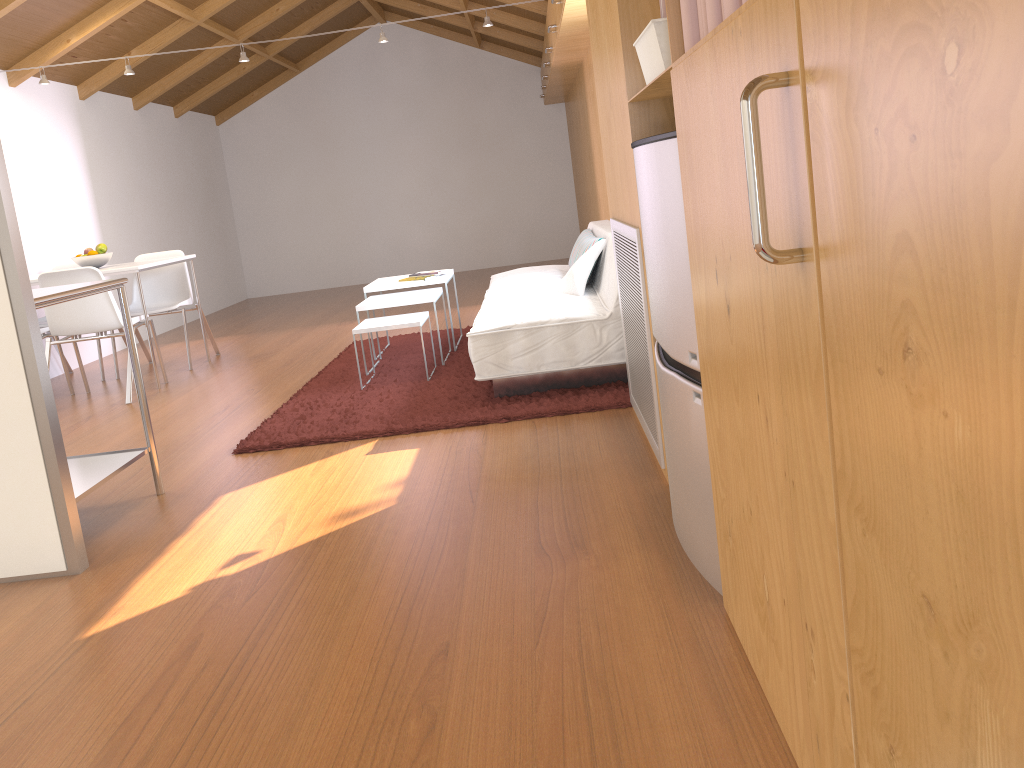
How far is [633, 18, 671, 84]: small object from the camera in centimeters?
185cm

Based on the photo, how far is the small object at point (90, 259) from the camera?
5.6m

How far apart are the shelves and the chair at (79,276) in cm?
195

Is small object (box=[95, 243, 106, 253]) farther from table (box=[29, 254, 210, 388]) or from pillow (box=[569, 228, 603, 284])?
pillow (box=[569, 228, 603, 284])

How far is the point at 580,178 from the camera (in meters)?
8.91

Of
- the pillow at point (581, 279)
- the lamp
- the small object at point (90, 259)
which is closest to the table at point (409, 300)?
the pillow at point (581, 279)

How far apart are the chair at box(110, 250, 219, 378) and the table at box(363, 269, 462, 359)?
1.5m

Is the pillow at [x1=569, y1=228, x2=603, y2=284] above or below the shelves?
above

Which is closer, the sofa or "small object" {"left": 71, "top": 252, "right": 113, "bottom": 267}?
the sofa

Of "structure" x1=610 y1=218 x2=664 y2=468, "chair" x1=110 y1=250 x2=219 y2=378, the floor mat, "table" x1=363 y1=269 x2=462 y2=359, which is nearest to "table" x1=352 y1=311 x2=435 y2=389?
the floor mat
